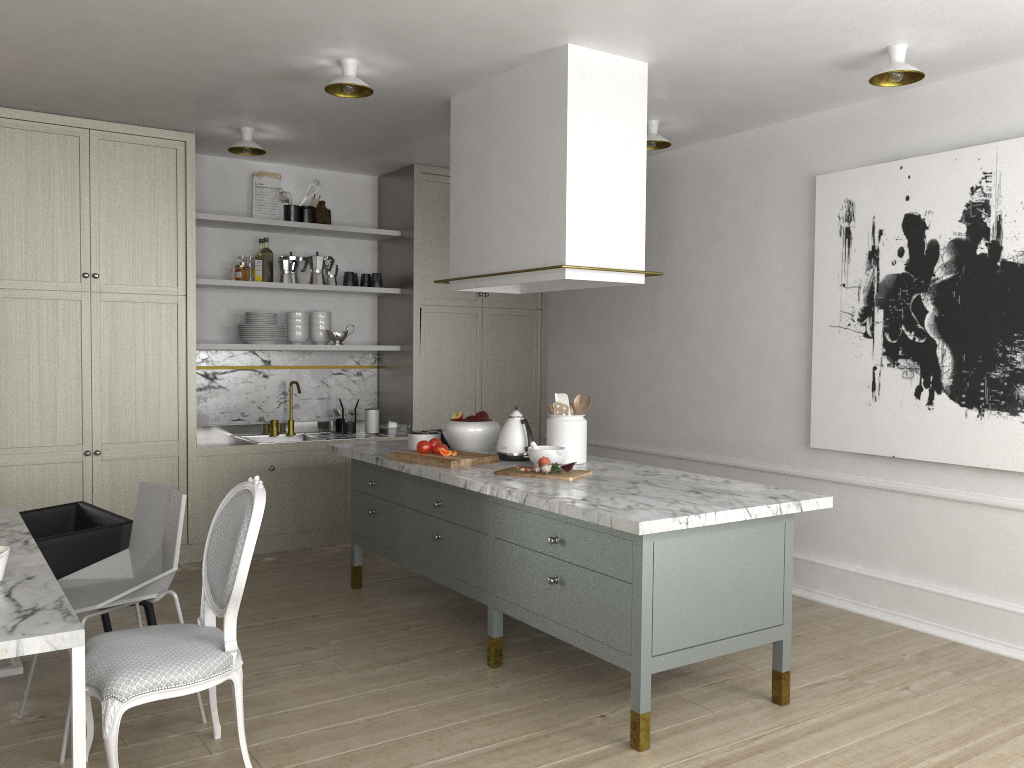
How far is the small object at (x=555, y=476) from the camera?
3.3m

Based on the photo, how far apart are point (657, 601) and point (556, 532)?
0.5m

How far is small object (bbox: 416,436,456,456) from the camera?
3.78m

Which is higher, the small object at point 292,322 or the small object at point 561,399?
the small object at point 292,322

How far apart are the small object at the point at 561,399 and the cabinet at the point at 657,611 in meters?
0.3

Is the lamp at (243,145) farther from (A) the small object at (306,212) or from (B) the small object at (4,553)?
(B) the small object at (4,553)

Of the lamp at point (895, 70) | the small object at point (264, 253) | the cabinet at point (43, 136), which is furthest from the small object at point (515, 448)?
the small object at point (264, 253)

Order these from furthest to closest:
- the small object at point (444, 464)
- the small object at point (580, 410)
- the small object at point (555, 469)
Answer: the small object at point (580, 410)
the small object at point (444, 464)
the small object at point (555, 469)

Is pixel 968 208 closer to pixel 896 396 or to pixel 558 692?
pixel 896 396

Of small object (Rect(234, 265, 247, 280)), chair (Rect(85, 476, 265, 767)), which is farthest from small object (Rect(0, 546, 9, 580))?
small object (Rect(234, 265, 247, 280))
